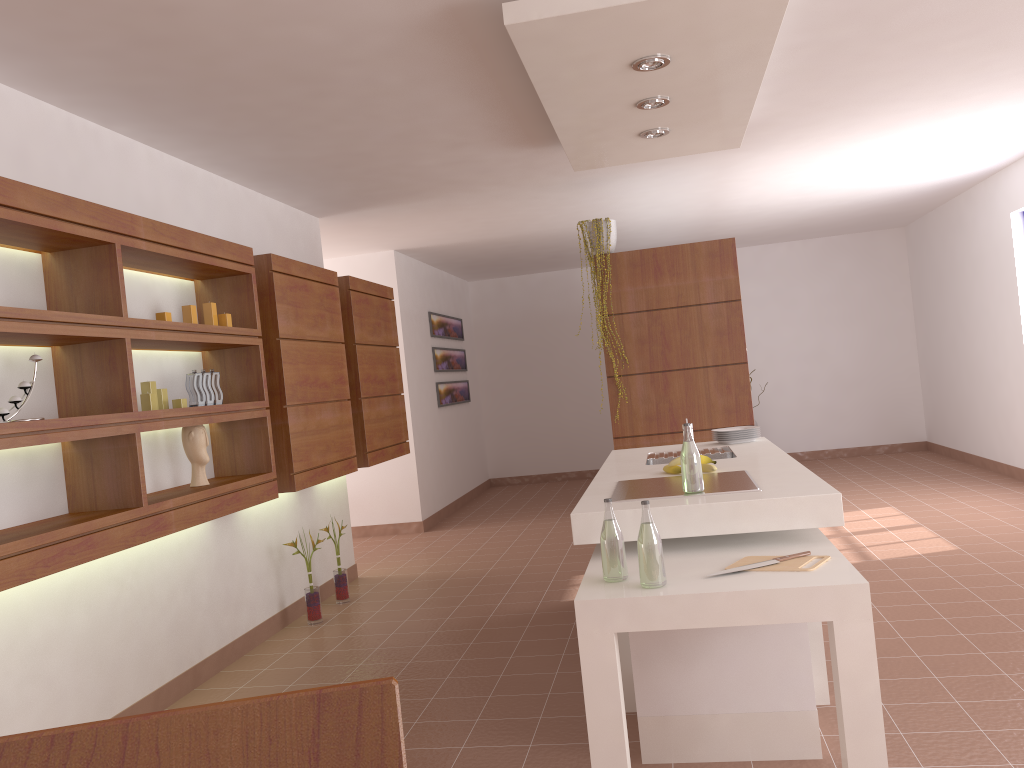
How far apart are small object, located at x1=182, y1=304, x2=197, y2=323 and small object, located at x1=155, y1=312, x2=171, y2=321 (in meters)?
0.25

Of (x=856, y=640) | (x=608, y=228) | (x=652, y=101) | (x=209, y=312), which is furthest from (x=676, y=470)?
(x=608, y=228)

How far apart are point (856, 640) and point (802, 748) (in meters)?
0.68

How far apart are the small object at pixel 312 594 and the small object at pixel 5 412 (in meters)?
2.41

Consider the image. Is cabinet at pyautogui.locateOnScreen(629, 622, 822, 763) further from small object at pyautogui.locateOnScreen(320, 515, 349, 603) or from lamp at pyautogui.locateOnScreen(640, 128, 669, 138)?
small object at pyautogui.locateOnScreen(320, 515, 349, 603)

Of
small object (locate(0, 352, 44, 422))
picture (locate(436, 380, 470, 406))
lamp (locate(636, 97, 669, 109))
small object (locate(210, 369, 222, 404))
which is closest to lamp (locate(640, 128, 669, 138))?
lamp (locate(636, 97, 669, 109))

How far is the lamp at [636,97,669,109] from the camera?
3.7 meters

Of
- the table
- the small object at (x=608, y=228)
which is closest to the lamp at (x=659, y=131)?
the small object at (x=608, y=228)

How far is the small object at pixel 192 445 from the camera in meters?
3.8 m

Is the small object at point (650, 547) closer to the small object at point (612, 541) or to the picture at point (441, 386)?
the small object at point (612, 541)
